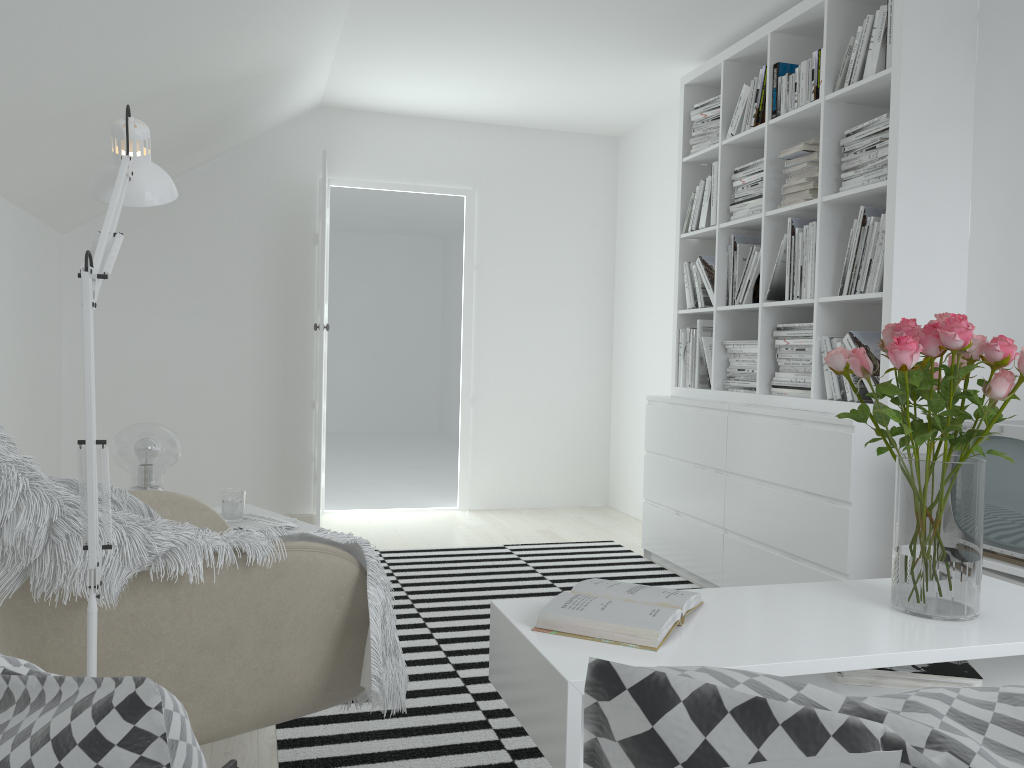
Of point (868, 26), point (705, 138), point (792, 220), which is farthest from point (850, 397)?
point (705, 138)

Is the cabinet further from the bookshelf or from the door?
the door

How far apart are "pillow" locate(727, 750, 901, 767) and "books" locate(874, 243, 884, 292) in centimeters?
305cm

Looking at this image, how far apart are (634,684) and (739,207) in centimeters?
389cm

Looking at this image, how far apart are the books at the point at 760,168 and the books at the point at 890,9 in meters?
0.8 m

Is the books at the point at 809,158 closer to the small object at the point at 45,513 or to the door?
the door

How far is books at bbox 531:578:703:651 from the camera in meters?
1.5 m

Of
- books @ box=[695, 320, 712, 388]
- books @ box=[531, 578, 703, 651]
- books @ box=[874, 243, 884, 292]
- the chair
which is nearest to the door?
books @ box=[695, 320, 712, 388]

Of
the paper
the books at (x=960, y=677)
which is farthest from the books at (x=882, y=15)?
the paper

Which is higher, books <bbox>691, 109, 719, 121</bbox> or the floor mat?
books <bbox>691, 109, 719, 121</bbox>
